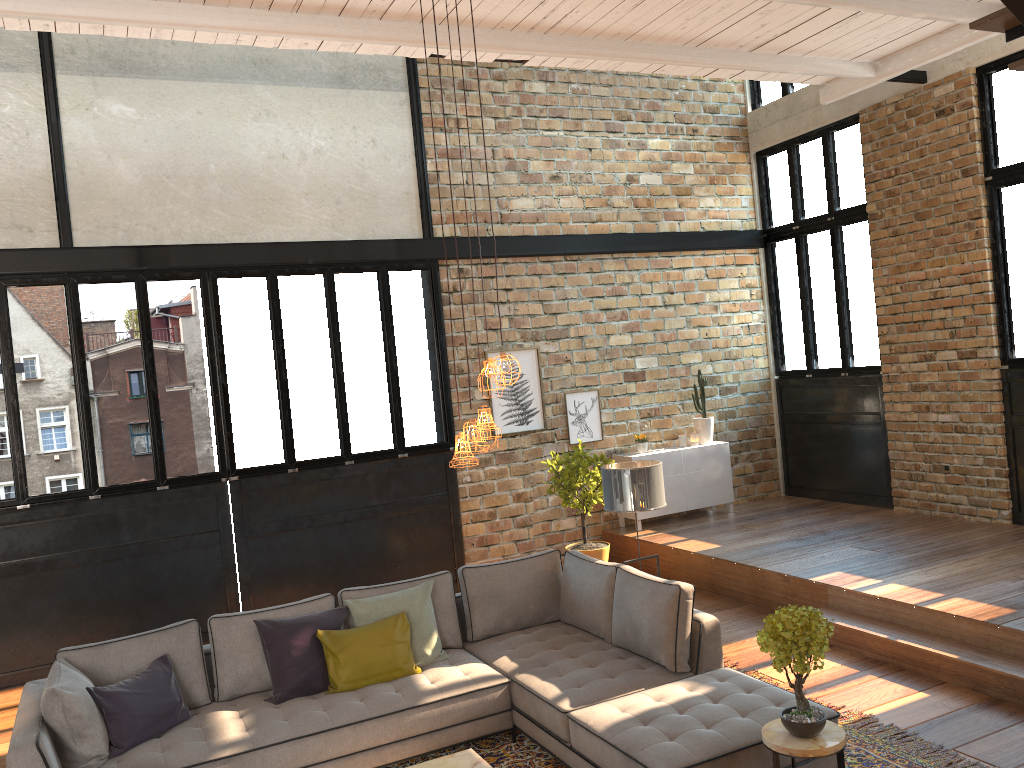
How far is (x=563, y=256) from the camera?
9.47m

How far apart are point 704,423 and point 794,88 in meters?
4.0

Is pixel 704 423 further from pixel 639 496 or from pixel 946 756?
pixel 946 756

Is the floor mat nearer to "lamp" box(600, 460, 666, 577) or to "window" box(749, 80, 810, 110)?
"lamp" box(600, 460, 666, 577)

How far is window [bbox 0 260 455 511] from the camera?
7.2m

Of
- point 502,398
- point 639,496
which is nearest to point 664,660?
point 639,496

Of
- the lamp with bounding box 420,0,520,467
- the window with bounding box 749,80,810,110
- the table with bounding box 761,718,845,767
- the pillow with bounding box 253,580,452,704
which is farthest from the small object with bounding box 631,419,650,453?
the table with bounding box 761,718,845,767

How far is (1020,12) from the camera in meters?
3.9

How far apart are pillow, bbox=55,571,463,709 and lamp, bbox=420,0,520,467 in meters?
1.8 m

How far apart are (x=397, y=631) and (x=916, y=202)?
6.50m
